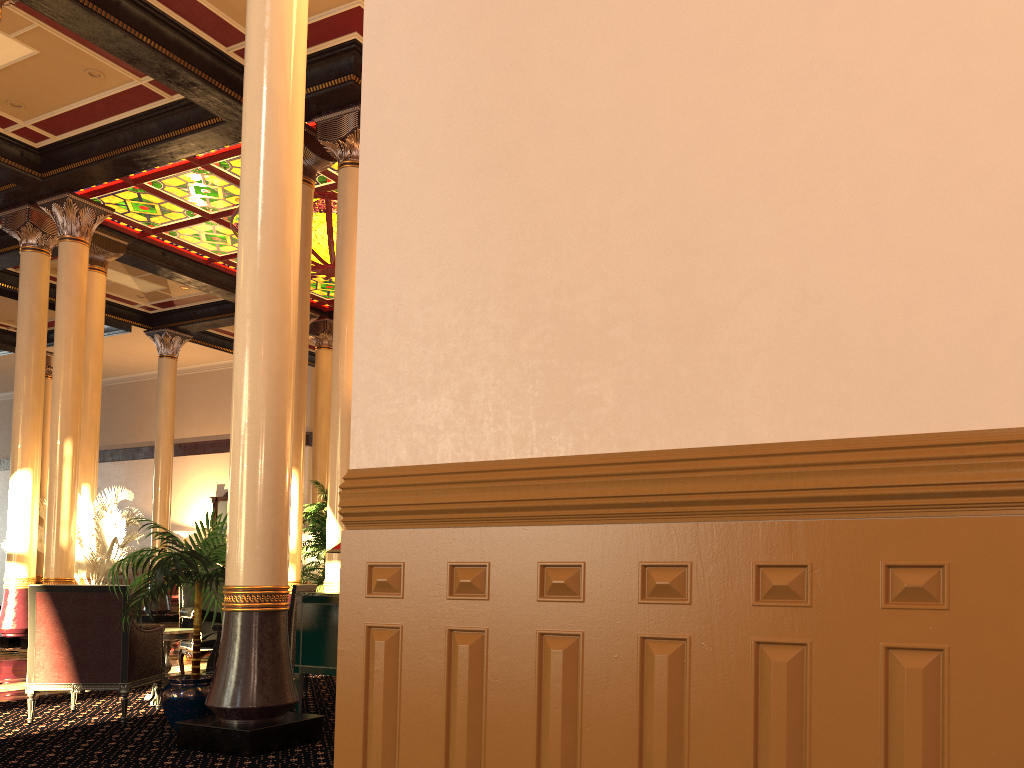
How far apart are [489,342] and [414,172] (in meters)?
0.70

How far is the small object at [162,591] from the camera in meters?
5.1

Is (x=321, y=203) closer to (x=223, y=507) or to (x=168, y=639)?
(x=168, y=639)

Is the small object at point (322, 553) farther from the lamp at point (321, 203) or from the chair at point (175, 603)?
the chair at point (175, 603)

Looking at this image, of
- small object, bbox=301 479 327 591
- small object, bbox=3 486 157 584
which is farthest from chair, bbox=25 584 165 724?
small object, bbox=3 486 157 584

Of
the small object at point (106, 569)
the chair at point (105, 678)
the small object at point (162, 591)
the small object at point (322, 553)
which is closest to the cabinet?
the small object at point (162, 591)

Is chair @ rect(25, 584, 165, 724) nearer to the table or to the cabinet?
the table

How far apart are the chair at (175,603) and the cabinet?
15.7 meters

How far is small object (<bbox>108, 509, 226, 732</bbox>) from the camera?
5.1m

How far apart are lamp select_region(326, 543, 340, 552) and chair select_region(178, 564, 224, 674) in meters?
2.0
